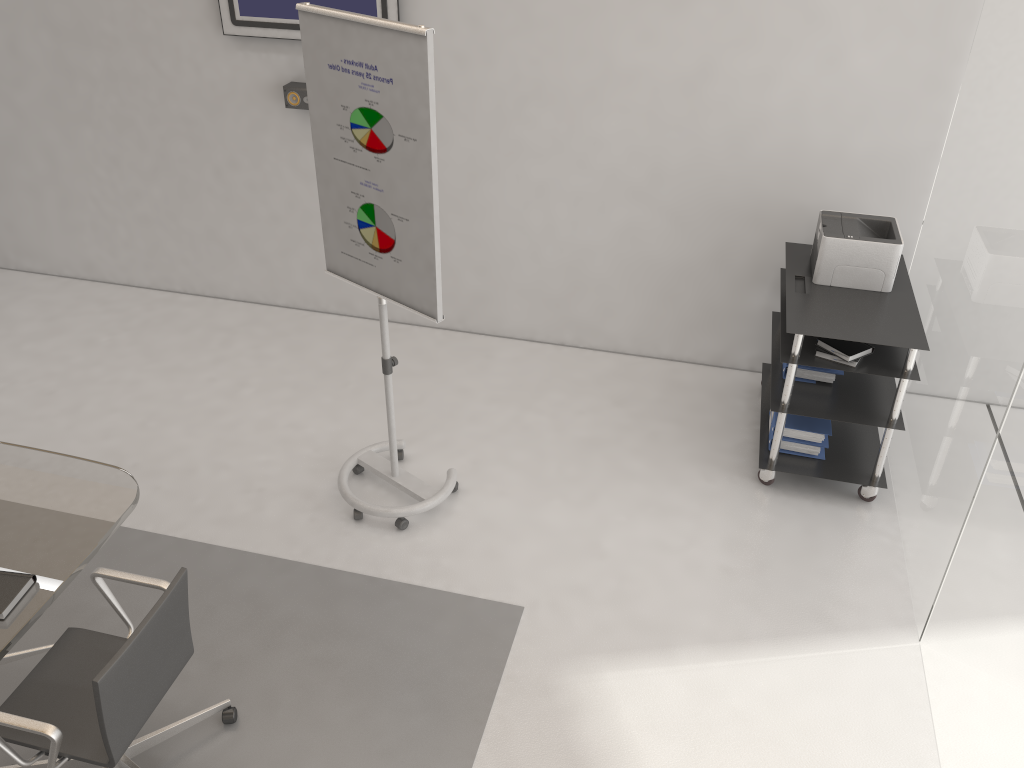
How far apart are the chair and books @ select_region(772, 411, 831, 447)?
2.7 meters

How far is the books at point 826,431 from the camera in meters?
4.1 m

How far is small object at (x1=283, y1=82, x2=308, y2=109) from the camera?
4.77m

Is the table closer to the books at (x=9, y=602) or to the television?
the books at (x=9, y=602)

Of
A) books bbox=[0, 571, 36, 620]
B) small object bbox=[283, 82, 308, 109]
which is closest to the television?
small object bbox=[283, 82, 308, 109]

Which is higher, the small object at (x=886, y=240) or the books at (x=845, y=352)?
the small object at (x=886, y=240)

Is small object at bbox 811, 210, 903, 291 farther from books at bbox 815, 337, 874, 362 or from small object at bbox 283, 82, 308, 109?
small object at bbox 283, 82, 308, 109

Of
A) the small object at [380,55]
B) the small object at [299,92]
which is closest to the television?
the small object at [299,92]

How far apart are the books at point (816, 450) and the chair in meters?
2.7 m

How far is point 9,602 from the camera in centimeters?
253cm
